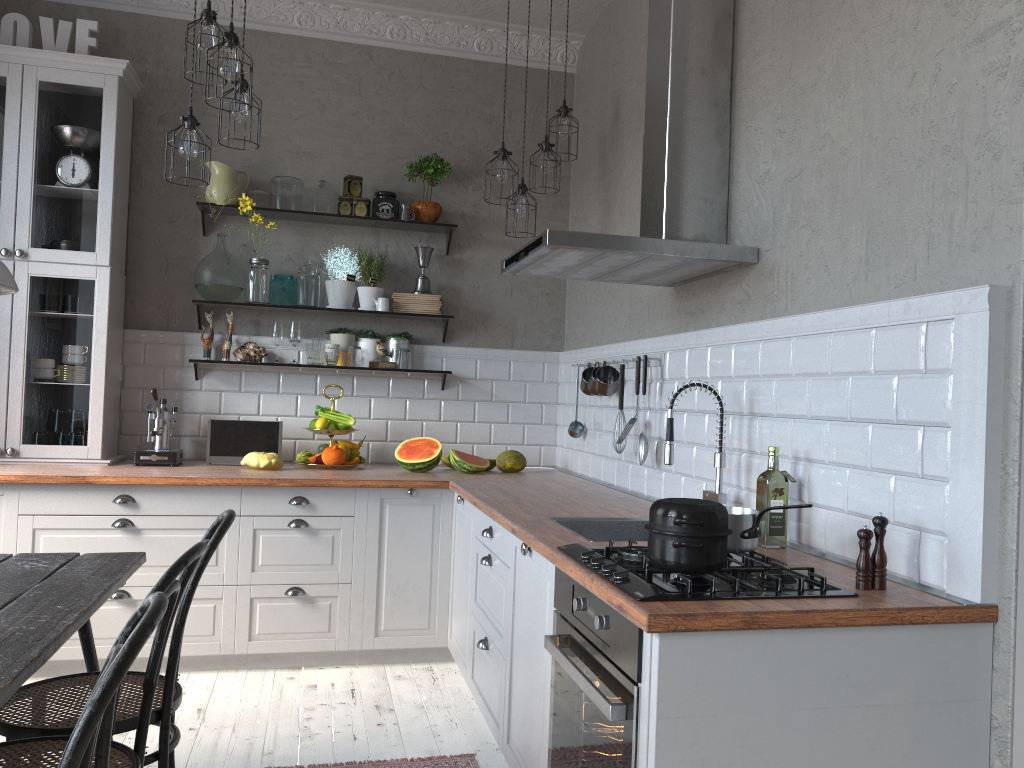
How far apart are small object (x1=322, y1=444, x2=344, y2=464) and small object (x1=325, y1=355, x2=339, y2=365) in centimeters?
49cm

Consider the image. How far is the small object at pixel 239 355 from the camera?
4.6 meters

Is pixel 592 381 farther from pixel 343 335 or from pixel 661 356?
pixel 343 335

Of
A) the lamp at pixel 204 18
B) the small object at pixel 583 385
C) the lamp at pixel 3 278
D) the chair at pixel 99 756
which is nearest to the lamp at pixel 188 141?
the lamp at pixel 204 18

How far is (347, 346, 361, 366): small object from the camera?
4.68m

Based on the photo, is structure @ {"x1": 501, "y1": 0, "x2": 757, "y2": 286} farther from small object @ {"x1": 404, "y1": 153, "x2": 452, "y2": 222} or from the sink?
small object @ {"x1": 404, "y1": 153, "x2": 452, "y2": 222}

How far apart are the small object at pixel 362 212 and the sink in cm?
244

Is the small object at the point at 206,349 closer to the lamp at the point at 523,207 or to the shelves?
the shelves

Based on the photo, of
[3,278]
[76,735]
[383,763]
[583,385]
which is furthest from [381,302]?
[76,735]

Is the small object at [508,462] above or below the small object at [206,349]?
below
